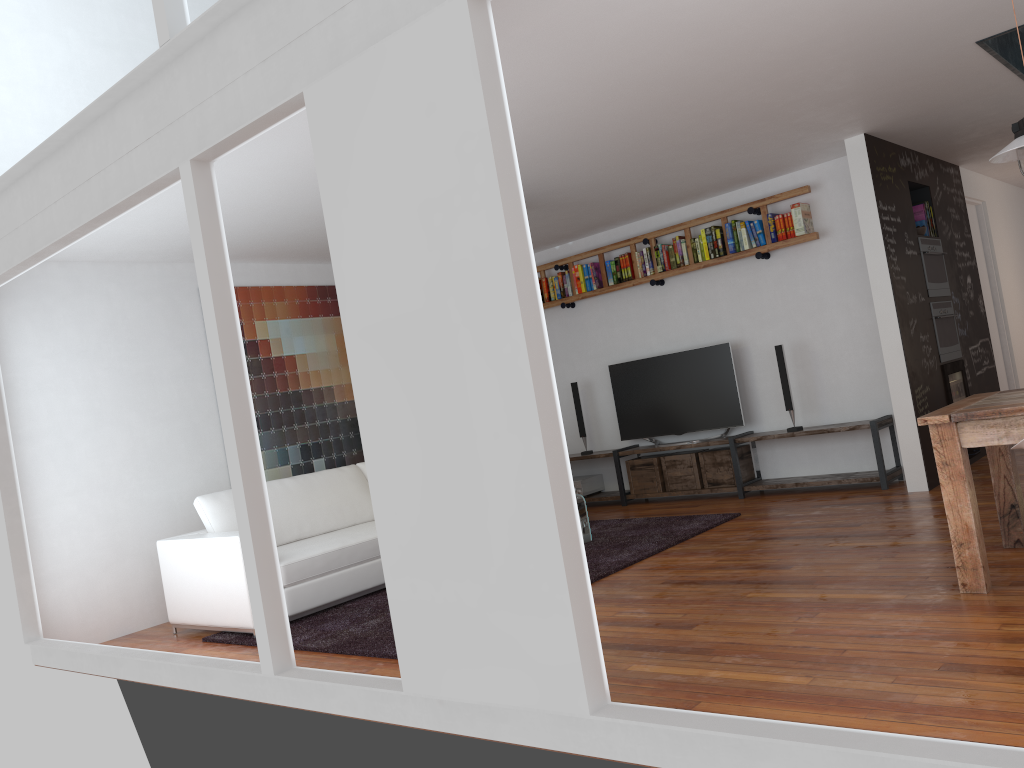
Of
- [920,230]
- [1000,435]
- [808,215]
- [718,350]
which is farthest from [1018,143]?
[718,350]

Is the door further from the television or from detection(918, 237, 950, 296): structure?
the television

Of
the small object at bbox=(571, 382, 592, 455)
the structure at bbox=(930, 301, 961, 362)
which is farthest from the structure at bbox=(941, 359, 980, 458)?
the small object at bbox=(571, 382, 592, 455)

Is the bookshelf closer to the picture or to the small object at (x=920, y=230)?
the small object at (x=920, y=230)

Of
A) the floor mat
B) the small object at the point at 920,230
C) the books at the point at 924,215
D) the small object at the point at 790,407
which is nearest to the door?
the books at the point at 924,215

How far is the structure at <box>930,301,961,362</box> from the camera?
6.8 meters

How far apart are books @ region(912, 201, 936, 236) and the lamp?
3.4 meters

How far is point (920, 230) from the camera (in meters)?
6.86

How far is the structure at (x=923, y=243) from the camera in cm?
678

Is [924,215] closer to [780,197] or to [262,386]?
[780,197]
